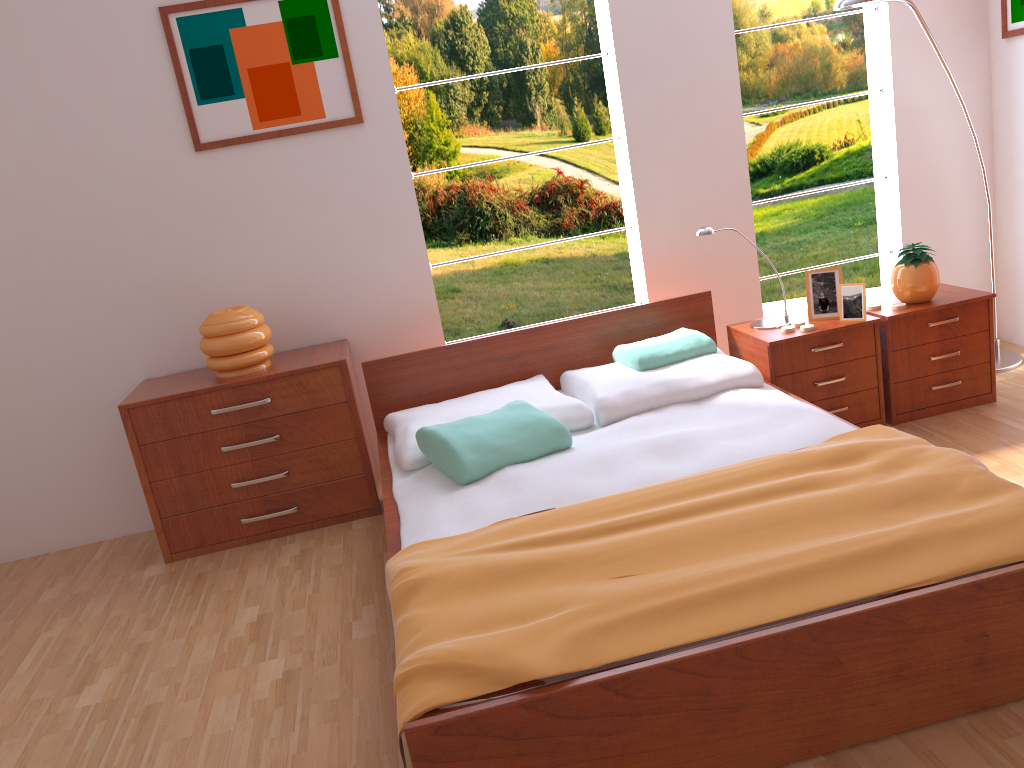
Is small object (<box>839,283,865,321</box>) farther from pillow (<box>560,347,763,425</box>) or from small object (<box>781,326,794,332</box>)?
pillow (<box>560,347,763,425</box>)

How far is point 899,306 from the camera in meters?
3.3

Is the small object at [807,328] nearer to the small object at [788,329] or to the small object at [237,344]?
the small object at [788,329]

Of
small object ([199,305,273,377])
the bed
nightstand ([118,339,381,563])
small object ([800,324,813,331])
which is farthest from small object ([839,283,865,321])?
small object ([199,305,273,377])

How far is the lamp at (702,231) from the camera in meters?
3.3 m

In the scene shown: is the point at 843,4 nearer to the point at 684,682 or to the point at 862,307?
the point at 862,307

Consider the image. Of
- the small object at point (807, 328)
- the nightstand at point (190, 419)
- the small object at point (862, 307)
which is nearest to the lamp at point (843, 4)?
the small object at point (862, 307)

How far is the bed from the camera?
1.66m

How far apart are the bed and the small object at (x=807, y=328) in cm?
32

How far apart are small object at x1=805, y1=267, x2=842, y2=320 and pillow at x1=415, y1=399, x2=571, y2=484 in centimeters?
118cm
